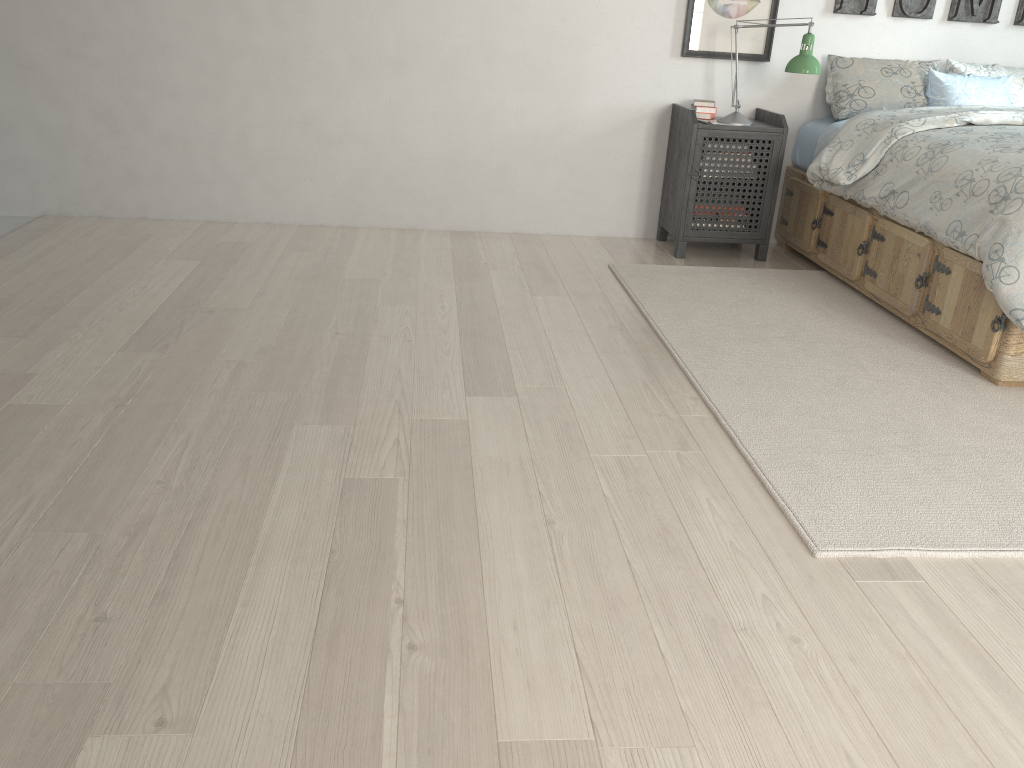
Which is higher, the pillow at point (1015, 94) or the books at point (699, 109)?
the pillow at point (1015, 94)

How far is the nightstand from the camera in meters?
3.9 m

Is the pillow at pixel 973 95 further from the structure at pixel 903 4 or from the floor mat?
the floor mat

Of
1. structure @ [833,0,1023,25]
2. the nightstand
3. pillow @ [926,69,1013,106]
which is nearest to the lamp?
the nightstand

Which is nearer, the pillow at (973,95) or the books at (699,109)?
the pillow at (973,95)

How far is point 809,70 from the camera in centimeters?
368cm

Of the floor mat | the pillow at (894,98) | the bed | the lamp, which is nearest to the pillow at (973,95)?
the pillow at (894,98)

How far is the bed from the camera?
2.7 meters

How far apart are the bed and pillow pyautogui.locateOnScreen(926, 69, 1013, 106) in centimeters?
30cm

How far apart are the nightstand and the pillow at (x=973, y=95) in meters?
0.7 m
